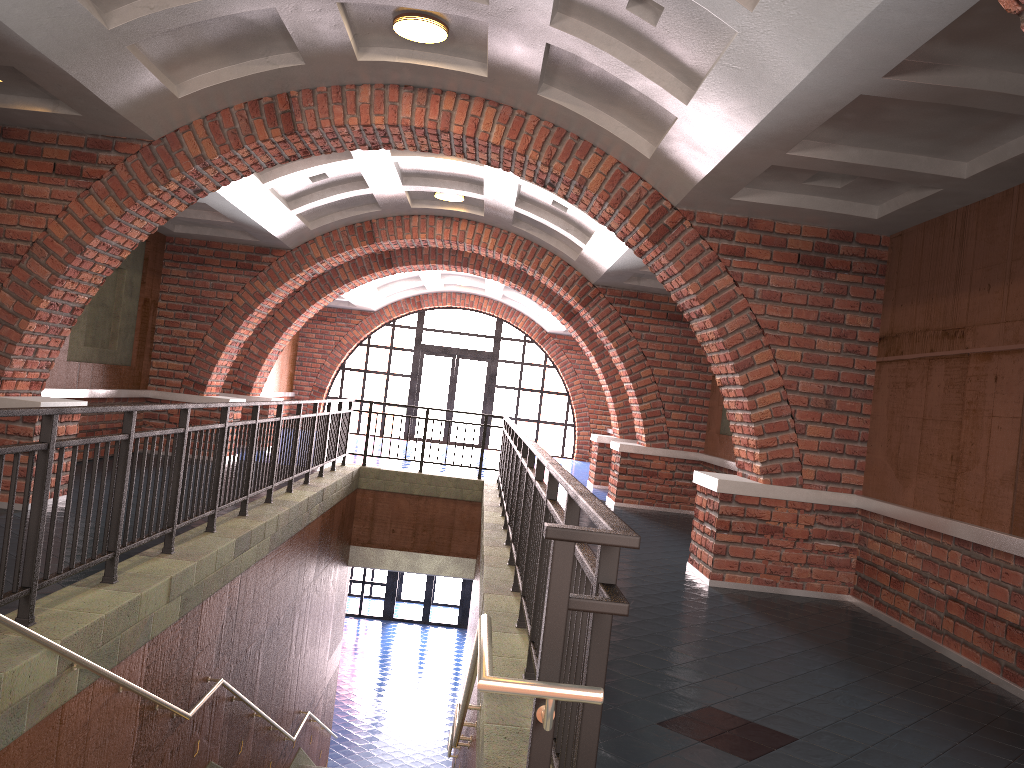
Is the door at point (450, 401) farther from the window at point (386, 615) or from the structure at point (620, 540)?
the structure at point (620, 540)

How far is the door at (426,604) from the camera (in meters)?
21.74

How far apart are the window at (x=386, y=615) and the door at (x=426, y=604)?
0.9 meters

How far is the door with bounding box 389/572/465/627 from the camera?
21.74m

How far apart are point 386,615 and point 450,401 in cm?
547

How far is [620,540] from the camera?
1.9 meters

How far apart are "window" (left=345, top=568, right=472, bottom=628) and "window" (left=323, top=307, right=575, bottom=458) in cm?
399

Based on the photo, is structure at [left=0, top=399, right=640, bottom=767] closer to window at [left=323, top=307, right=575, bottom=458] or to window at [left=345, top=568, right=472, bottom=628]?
window at [left=323, top=307, right=575, bottom=458]

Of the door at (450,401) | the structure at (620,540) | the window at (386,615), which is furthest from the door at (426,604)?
the structure at (620,540)

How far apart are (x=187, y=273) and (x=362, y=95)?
6.1m
